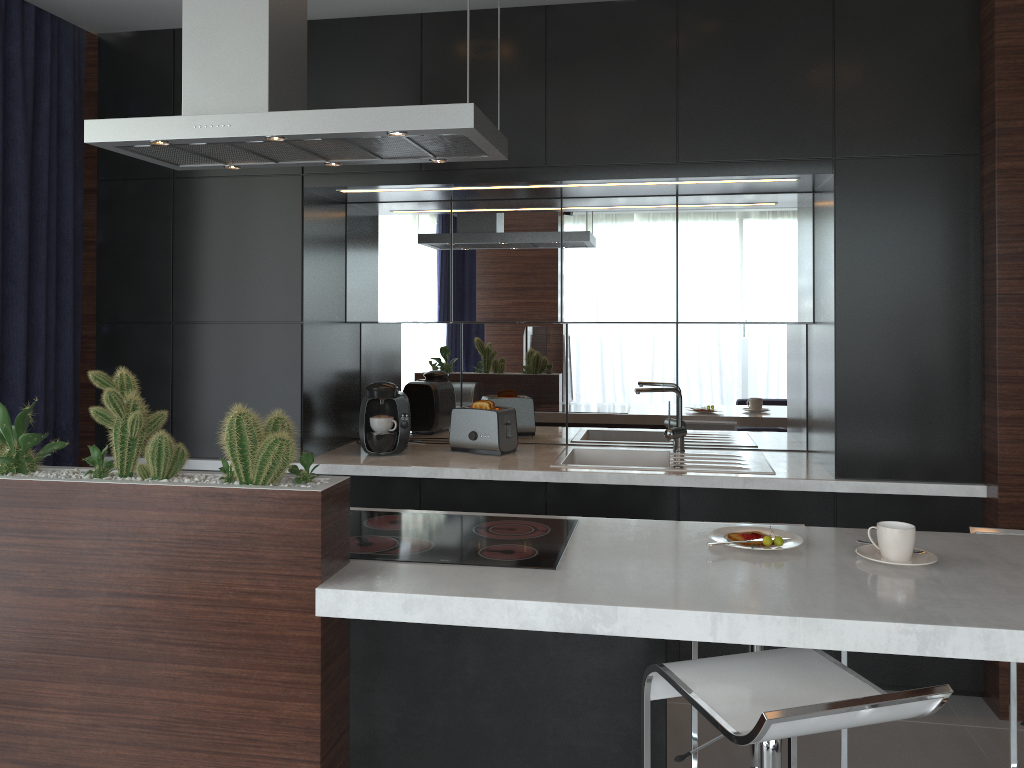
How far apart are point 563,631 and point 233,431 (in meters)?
0.86

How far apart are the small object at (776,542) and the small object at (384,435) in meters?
0.3

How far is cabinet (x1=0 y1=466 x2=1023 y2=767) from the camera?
1.86m

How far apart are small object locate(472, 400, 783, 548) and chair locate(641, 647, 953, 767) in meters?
0.4

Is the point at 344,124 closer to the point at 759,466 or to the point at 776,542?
the point at 776,542

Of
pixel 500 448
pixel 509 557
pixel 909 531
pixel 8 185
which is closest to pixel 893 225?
pixel 909 531

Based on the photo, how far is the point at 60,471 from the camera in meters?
2.2 m

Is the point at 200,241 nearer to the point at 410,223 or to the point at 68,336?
the point at 68,336

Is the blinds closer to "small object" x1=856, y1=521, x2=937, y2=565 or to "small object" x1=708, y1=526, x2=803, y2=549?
"small object" x1=708, y1=526, x2=803, y2=549

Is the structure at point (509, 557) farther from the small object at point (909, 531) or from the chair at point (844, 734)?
the small object at point (909, 531)
